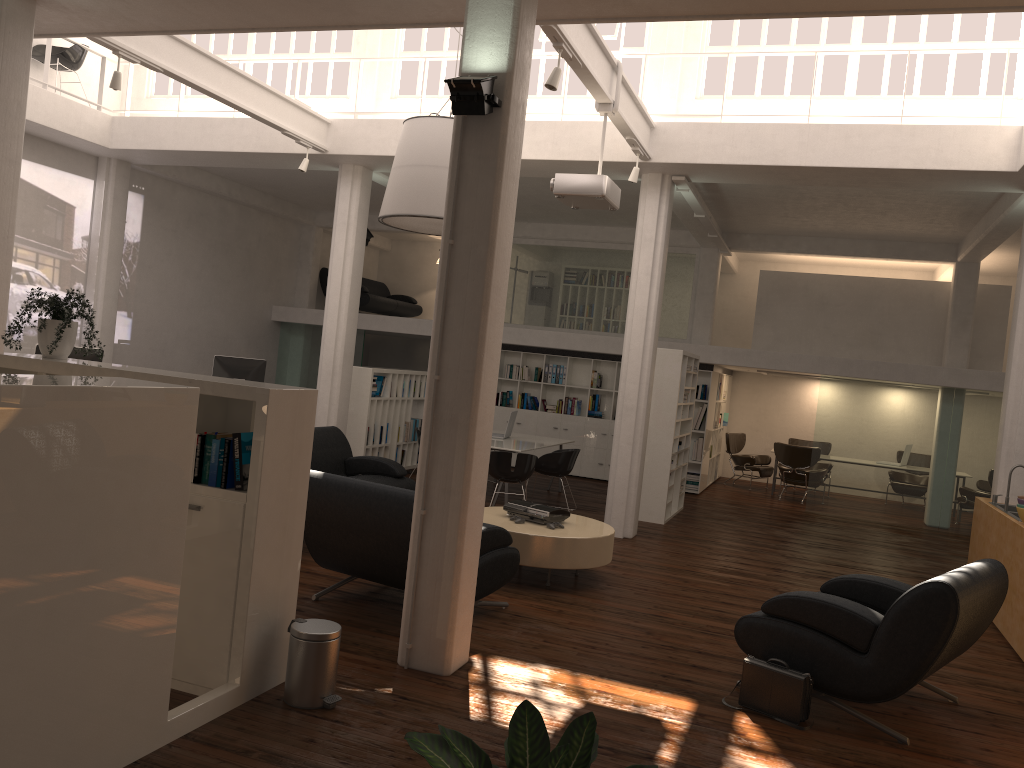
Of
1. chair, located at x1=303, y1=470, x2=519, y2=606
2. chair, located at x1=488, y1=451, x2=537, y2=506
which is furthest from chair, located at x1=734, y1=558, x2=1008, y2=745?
chair, located at x1=488, y1=451, x2=537, y2=506

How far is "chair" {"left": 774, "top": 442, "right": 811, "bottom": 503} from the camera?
18.0m

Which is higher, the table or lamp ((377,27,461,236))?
lamp ((377,27,461,236))

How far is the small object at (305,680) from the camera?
5.4m

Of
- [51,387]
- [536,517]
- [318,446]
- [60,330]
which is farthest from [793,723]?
[318,446]

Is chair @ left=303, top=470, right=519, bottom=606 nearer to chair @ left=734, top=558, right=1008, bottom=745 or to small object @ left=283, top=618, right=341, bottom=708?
small object @ left=283, top=618, right=341, bottom=708

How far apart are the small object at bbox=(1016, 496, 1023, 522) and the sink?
0.74m

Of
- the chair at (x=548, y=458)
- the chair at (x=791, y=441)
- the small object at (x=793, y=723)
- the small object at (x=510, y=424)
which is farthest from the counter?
the chair at (x=791, y=441)

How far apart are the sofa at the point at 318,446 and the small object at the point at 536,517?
2.2 meters

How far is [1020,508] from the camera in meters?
8.7
